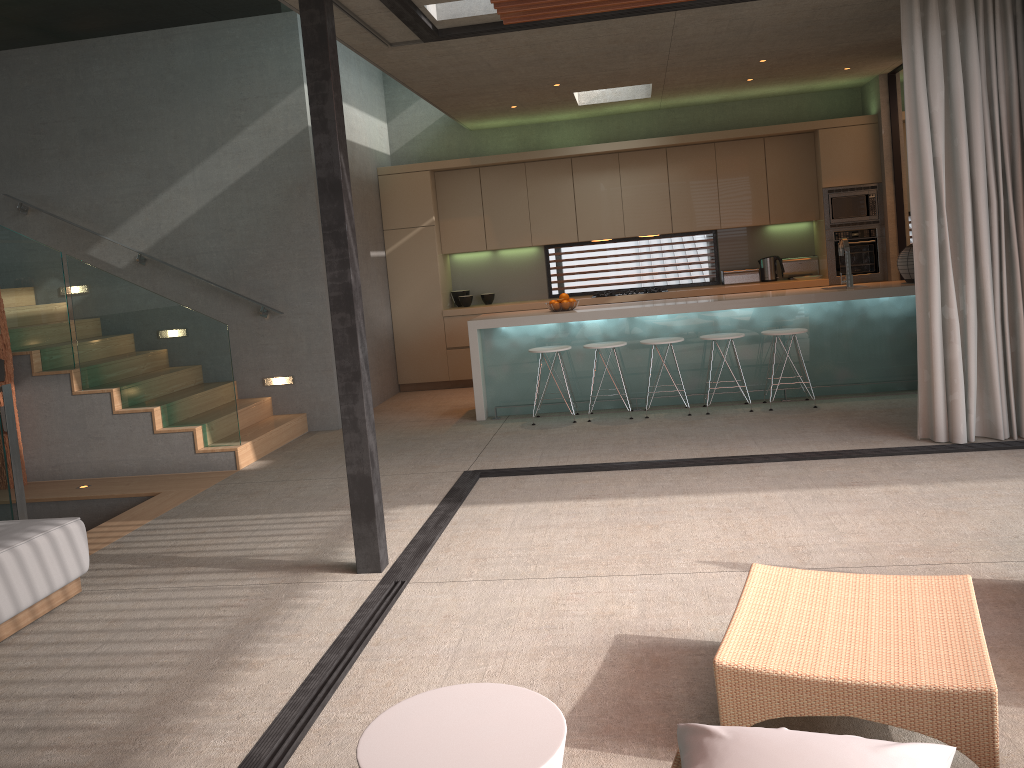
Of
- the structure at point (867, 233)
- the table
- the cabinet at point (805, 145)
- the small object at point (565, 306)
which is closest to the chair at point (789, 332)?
the small object at point (565, 306)

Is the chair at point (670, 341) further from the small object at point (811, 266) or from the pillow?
the pillow

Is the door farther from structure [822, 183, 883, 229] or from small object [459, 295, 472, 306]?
small object [459, 295, 472, 306]

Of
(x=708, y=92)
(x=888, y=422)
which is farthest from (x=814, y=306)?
(x=708, y=92)

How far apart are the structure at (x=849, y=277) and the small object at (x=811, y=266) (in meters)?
2.03

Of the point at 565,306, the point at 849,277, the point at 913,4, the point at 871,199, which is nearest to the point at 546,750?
the point at 913,4

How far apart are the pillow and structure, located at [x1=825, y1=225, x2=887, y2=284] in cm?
805

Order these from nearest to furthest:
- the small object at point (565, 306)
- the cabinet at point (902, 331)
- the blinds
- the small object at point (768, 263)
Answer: the blinds < the cabinet at point (902, 331) < the small object at point (565, 306) < the small object at point (768, 263)

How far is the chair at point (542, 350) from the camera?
7.61m

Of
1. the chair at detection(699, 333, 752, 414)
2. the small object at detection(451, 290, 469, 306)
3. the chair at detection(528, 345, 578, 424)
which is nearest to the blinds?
the chair at detection(699, 333, 752, 414)
